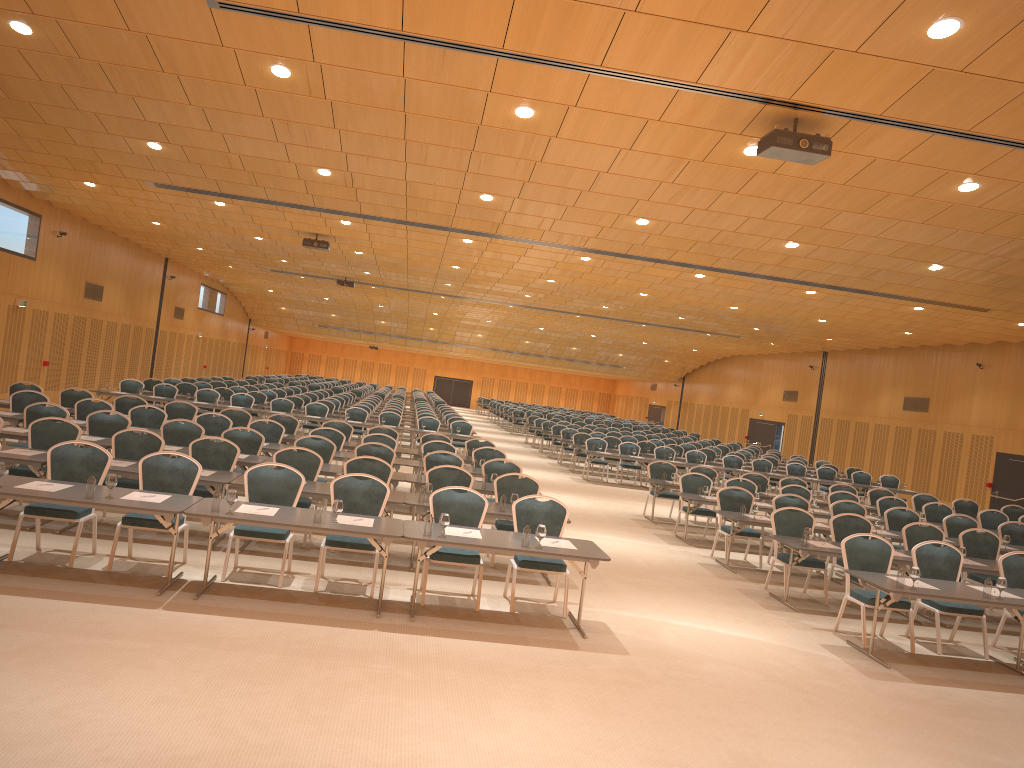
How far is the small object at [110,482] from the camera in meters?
7.7 m

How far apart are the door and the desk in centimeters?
340cm

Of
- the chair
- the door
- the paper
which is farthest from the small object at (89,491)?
the door

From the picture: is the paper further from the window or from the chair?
the window

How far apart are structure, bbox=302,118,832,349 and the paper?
4.2m

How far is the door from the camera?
22.7 meters

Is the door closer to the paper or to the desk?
the desk

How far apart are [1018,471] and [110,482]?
22.3 meters

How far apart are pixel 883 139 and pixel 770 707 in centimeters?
551cm

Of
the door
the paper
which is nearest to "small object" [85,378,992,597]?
the paper
